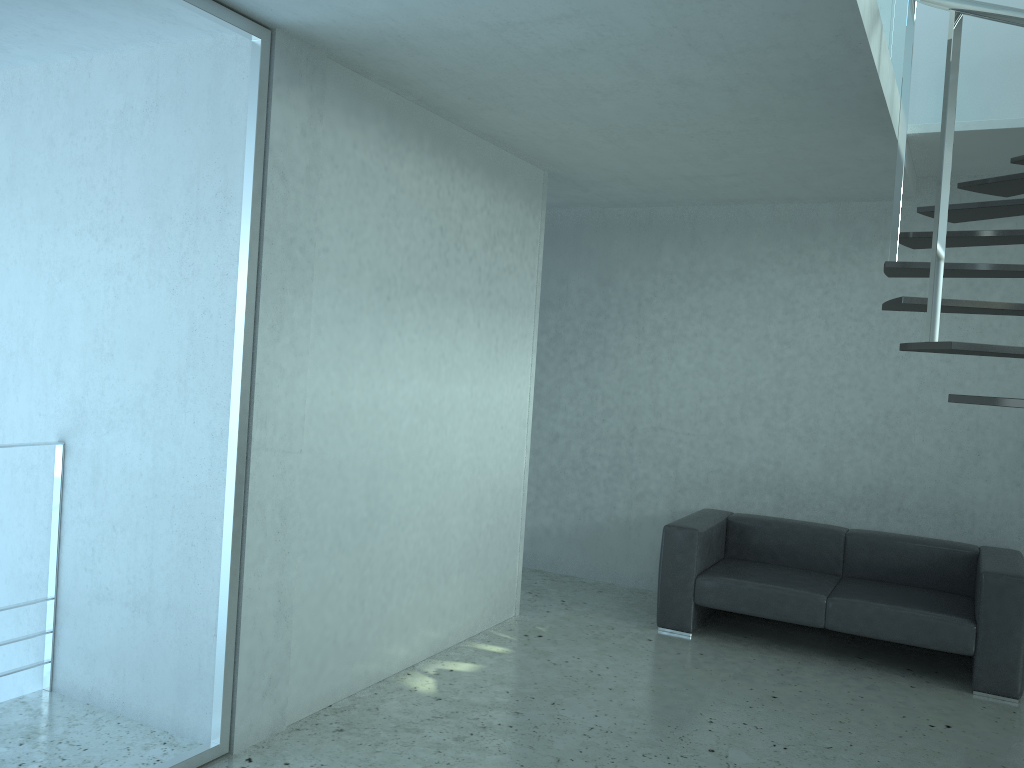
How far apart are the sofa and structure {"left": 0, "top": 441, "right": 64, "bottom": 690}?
3.3m

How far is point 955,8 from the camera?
2.7 meters

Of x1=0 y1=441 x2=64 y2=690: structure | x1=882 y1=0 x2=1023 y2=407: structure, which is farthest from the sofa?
x1=0 y1=441 x2=64 y2=690: structure

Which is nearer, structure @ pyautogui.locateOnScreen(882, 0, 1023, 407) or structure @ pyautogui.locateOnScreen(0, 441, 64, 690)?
structure @ pyautogui.locateOnScreen(882, 0, 1023, 407)

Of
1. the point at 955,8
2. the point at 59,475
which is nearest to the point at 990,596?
the point at 955,8

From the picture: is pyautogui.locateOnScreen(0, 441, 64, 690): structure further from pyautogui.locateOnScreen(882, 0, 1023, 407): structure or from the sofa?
pyautogui.locateOnScreen(882, 0, 1023, 407): structure

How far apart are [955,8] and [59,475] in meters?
3.9 m

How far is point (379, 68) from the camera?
3.77m

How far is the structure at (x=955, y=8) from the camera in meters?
2.7

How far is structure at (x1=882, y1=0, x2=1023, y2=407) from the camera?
2.7m
